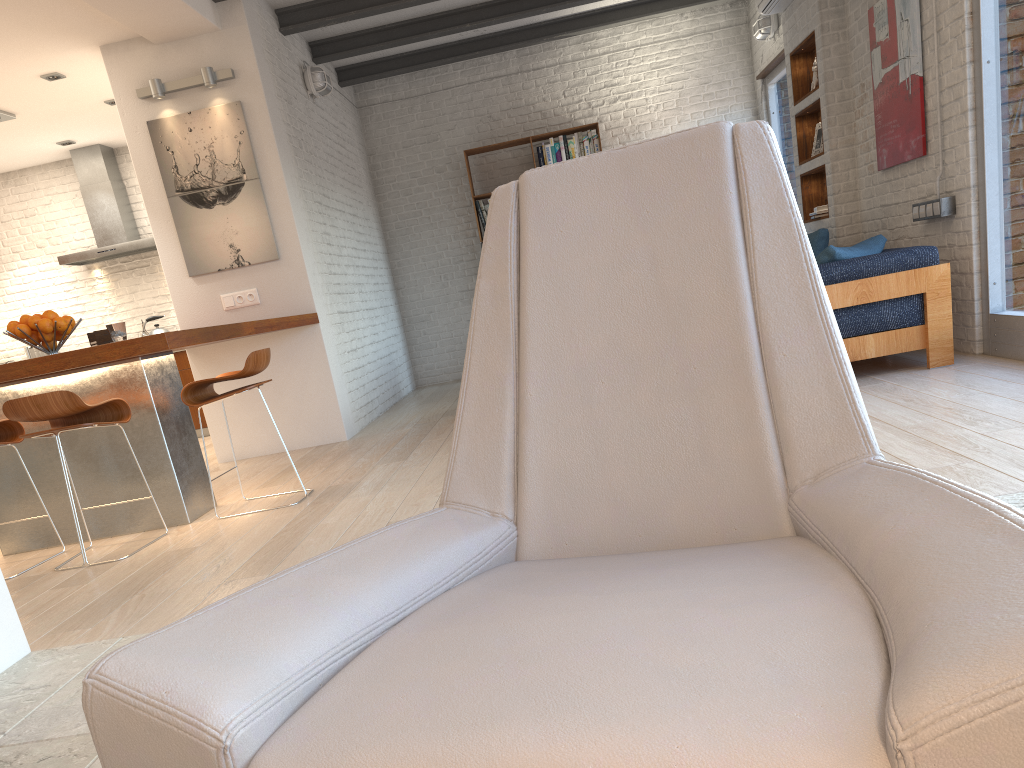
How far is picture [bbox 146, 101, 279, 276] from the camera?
6.1 meters

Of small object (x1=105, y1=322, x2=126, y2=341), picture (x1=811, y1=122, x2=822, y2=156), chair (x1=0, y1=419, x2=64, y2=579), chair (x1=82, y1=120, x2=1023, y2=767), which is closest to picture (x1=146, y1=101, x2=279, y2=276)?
small object (x1=105, y1=322, x2=126, y2=341)

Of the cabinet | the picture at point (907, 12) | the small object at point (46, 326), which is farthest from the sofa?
the cabinet

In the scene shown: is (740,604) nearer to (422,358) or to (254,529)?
(254,529)

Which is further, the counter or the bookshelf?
the bookshelf

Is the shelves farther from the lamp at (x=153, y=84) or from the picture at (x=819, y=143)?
the lamp at (x=153, y=84)

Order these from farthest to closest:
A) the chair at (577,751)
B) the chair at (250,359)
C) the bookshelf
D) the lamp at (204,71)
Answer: the bookshelf → the lamp at (204,71) → the chair at (250,359) → the chair at (577,751)

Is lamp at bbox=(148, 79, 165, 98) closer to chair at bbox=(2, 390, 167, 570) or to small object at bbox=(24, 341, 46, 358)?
chair at bbox=(2, 390, 167, 570)

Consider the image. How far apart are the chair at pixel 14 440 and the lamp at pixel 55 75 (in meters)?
3.45

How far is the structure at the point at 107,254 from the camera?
8.6m
